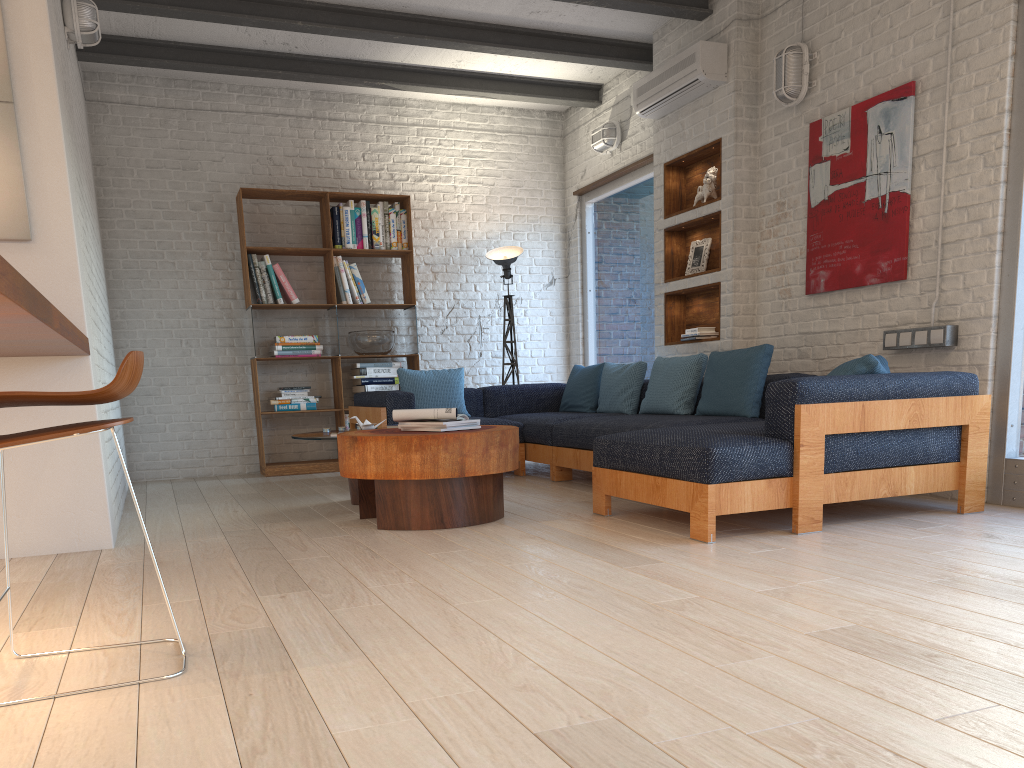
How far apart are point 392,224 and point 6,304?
5.81m

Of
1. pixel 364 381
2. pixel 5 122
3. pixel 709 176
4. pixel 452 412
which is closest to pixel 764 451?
pixel 452 412

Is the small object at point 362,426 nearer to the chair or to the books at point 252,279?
the books at point 252,279

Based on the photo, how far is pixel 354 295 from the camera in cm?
730

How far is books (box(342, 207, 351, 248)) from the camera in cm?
726

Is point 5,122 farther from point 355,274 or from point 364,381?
point 364,381

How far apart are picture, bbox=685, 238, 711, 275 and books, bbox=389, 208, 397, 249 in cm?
256

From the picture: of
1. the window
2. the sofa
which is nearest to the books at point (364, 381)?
the sofa

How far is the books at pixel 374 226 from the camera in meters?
7.3 m

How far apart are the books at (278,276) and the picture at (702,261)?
3.17m
